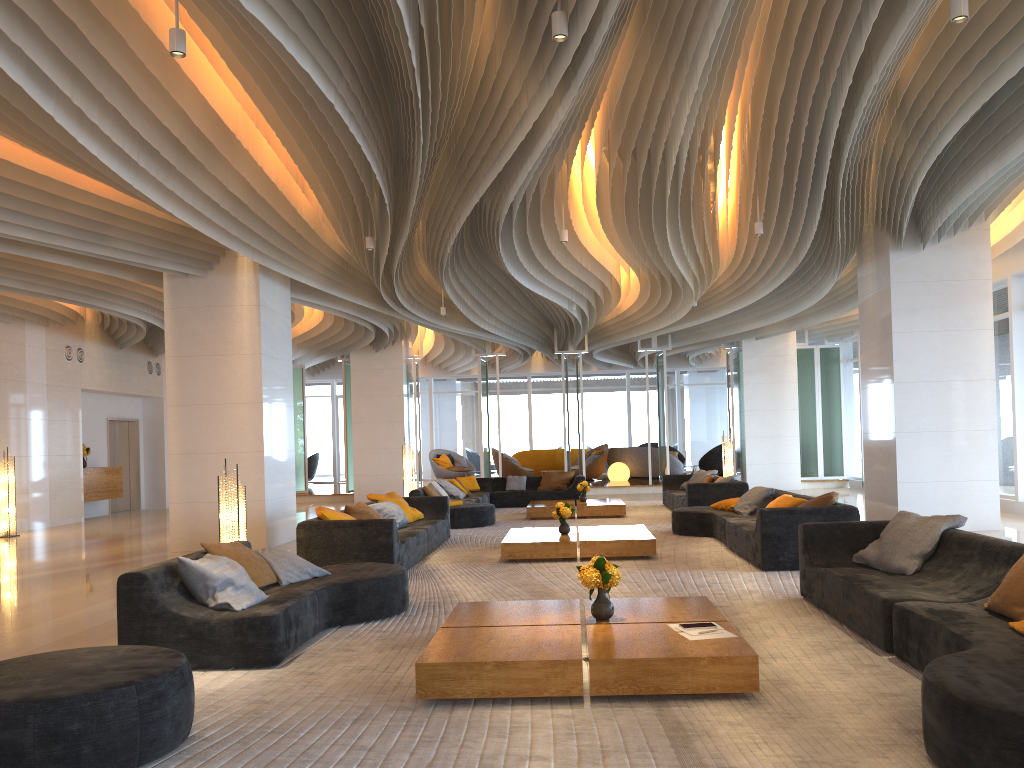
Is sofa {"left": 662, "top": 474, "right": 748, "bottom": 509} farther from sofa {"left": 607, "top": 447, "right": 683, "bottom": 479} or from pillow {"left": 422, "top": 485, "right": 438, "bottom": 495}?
sofa {"left": 607, "top": 447, "right": 683, "bottom": 479}

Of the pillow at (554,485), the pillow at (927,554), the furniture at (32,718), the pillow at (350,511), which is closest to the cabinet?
the pillow at (554,485)

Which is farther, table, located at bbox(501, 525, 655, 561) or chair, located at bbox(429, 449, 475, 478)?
chair, located at bbox(429, 449, 475, 478)

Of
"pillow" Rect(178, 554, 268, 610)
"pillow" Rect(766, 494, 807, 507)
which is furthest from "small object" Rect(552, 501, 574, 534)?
"pillow" Rect(178, 554, 268, 610)

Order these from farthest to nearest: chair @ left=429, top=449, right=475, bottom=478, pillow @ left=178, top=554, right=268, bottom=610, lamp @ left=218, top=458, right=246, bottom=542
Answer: chair @ left=429, top=449, right=475, bottom=478, lamp @ left=218, top=458, right=246, bottom=542, pillow @ left=178, top=554, right=268, bottom=610

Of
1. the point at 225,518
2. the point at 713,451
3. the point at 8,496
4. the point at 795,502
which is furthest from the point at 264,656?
the point at 713,451

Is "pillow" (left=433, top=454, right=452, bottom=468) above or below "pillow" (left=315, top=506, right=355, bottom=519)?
above

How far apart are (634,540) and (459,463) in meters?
17.4

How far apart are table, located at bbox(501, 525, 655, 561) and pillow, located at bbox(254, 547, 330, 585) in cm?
300

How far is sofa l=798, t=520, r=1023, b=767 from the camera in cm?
299
